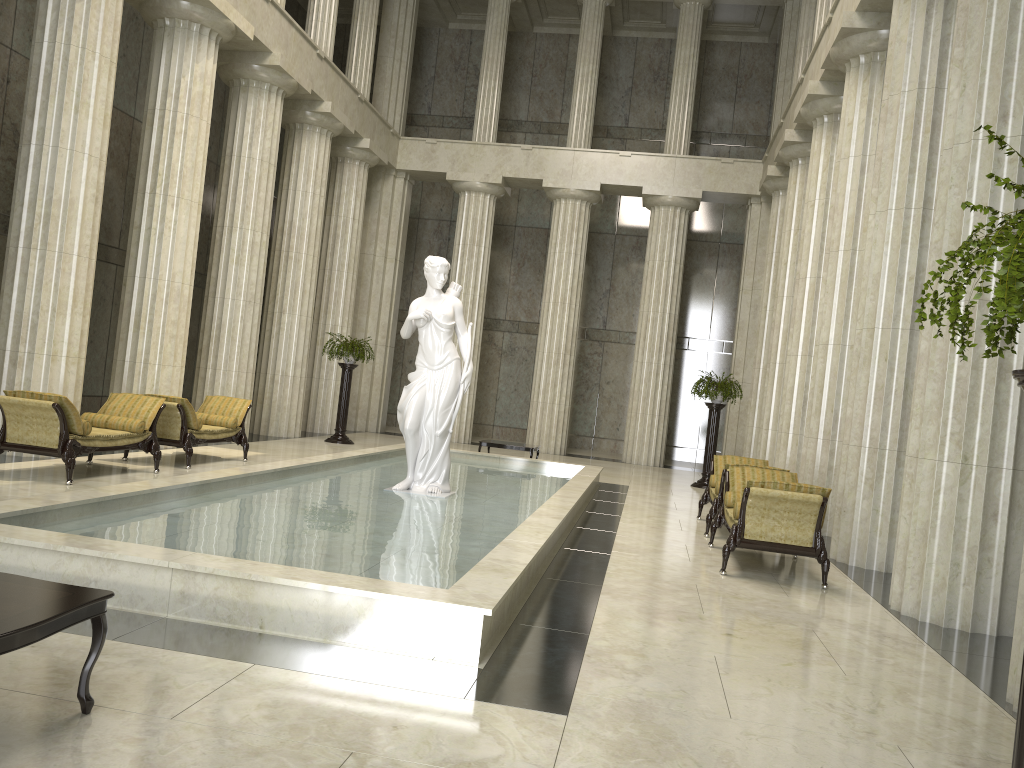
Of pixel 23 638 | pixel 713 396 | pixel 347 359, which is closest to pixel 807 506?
pixel 23 638

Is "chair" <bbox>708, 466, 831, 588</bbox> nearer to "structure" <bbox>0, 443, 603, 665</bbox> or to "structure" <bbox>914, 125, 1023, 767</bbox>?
"structure" <bbox>0, 443, 603, 665</bbox>

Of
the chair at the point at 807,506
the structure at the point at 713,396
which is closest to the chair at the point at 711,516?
the chair at the point at 807,506

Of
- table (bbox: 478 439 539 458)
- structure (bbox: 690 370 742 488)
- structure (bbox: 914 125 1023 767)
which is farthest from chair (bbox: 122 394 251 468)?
structure (bbox: 914 125 1023 767)

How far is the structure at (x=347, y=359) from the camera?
18.9m

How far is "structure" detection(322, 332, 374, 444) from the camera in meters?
18.9 m

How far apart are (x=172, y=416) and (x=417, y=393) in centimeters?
366cm

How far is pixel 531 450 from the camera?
16.82m

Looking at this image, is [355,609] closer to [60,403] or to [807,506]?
[807,506]

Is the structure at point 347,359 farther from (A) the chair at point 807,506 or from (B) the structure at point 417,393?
(A) the chair at point 807,506
